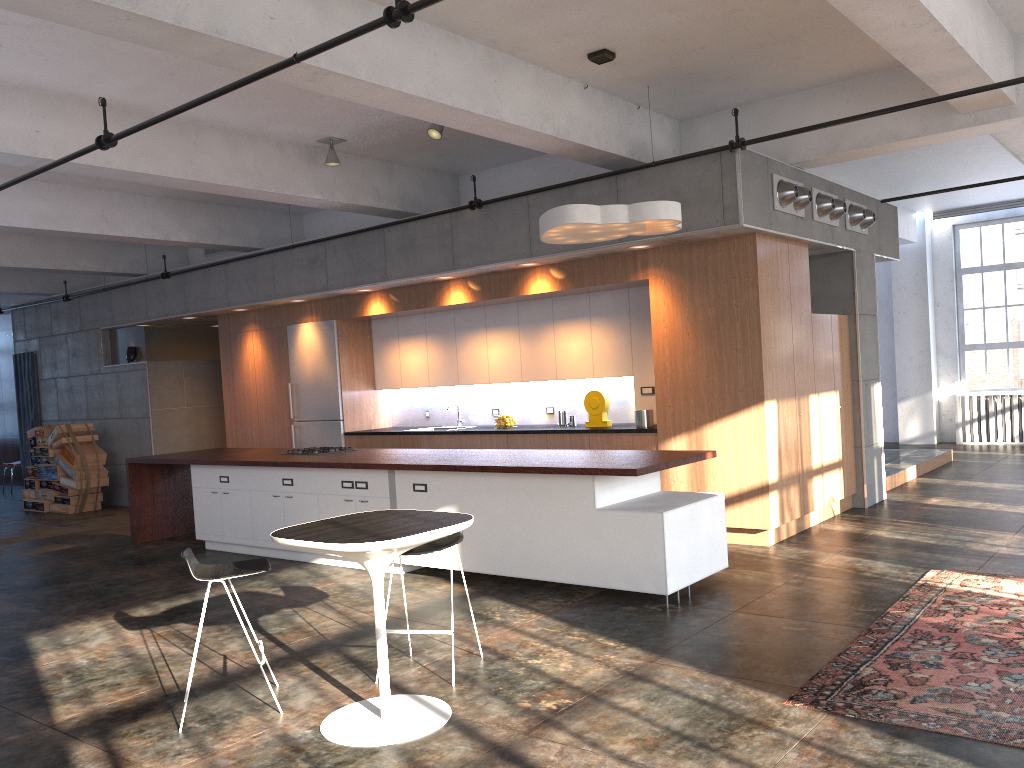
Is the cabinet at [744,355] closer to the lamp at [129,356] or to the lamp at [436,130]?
the lamp at [129,356]

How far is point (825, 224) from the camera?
8.52m

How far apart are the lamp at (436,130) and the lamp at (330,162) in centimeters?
141cm

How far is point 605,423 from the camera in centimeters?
896cm

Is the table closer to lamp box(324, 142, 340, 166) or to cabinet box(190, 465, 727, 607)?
cabinet box(190, 465, 727, 607)

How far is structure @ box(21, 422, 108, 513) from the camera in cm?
1306

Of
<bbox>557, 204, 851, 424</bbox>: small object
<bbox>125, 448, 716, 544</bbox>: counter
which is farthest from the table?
<bbox>557, 204, 851, 424</bbox>: small object

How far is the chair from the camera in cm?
479

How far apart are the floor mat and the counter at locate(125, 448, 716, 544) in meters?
1.6

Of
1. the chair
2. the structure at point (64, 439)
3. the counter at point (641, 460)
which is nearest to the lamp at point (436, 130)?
the counter at point (641, 460)
